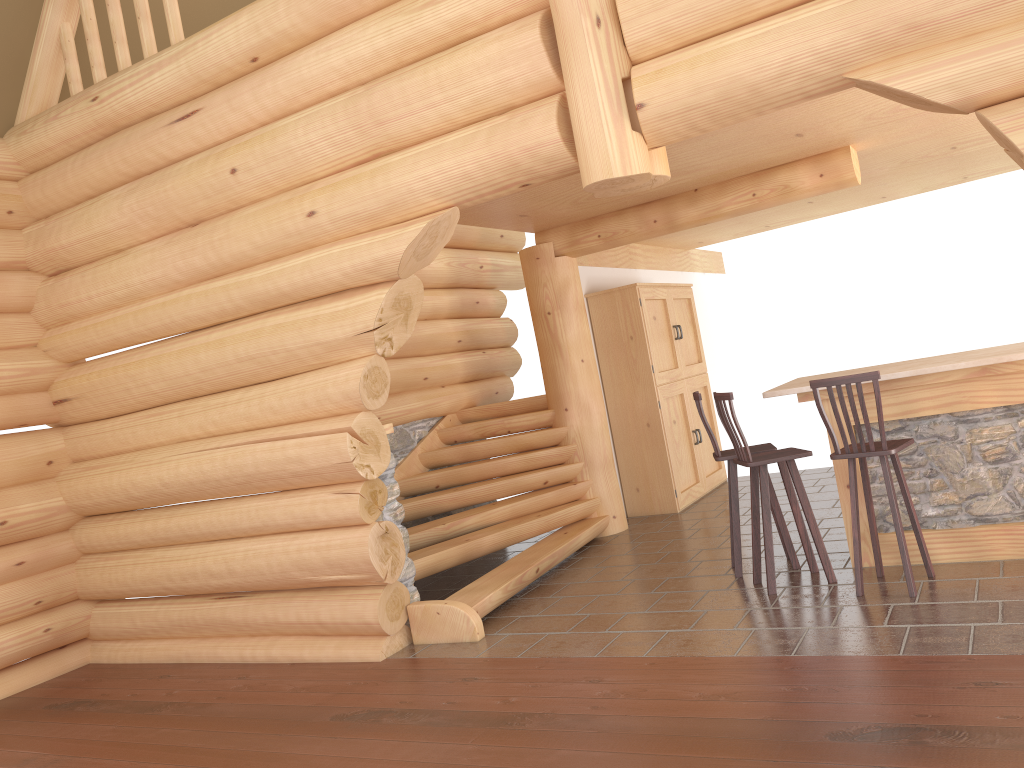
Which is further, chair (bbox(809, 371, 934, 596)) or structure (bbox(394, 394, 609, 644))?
structure (bbox(394, 394, 609, 644))

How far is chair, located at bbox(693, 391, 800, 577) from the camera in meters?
6.2 m

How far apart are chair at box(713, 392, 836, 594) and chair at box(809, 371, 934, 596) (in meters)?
0.24

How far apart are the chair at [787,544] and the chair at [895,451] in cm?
66

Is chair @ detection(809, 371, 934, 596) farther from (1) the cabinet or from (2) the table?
(1) the cabinet

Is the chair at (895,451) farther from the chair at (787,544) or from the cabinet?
the cabinet

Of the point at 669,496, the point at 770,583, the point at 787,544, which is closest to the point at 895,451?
the point at 770,583

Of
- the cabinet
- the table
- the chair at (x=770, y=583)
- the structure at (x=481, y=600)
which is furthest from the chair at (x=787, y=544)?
the cabinet

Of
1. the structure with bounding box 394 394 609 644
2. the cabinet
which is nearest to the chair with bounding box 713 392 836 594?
the structure with bounding box 394 394 609 644

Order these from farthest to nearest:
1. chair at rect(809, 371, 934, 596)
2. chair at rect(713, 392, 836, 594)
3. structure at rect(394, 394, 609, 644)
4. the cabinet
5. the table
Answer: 1. the cabinet
2. structure at rect(394, 394, 609, 644)
3. chair at rect(713, 392, 836, 594)
4. the table
5. chair at rect(809, 371, 934, 596)
